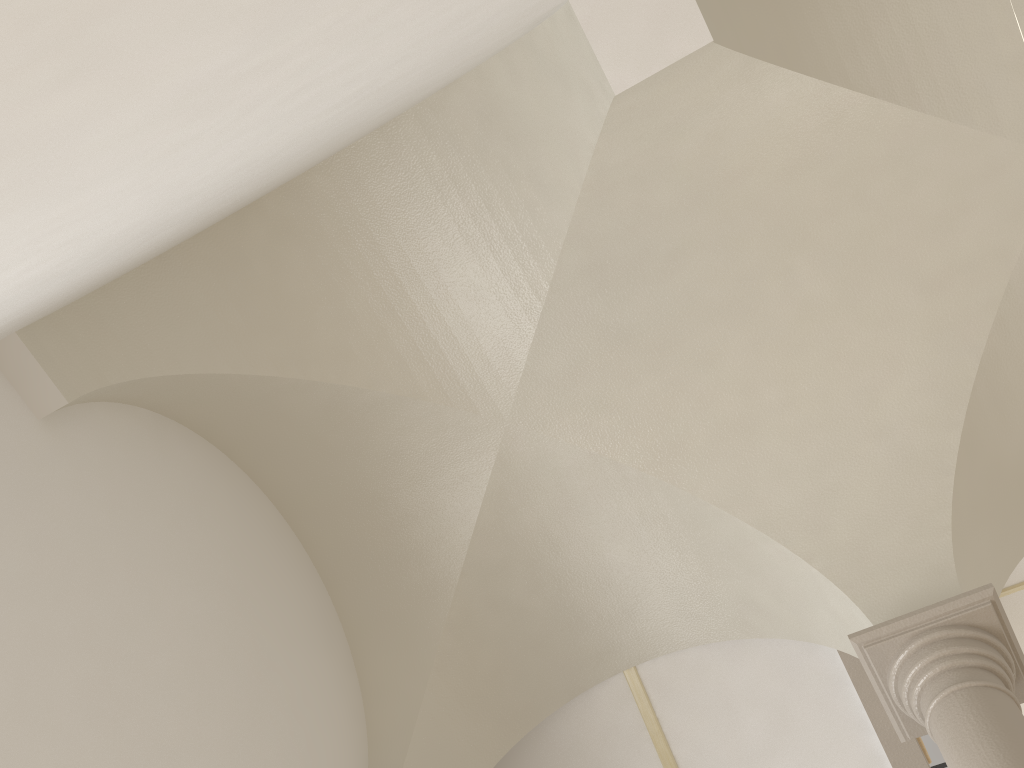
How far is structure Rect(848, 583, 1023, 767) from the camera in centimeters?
365cm

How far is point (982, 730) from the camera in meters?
3.6 m

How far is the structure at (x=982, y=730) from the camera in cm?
365

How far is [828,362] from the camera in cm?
501
